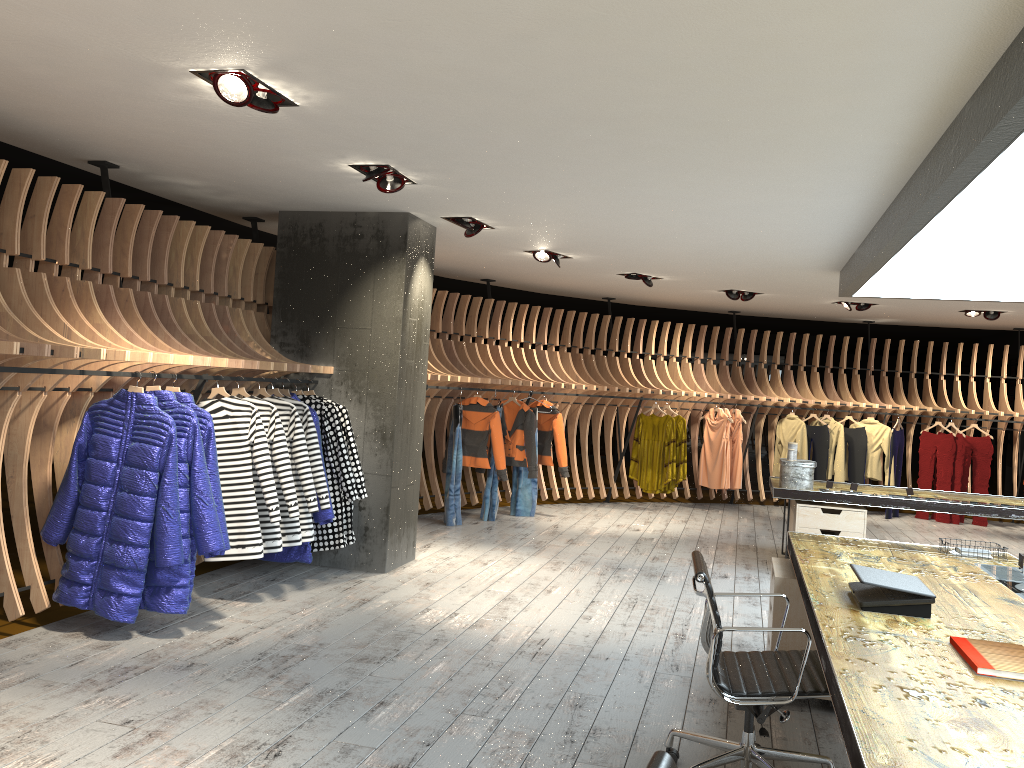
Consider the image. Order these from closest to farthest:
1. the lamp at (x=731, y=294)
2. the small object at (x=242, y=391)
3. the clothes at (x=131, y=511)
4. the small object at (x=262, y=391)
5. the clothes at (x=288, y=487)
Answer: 1. the clothes at (x=131, y=511)
2. the clothes at (x=288, y=487)
3. the small object at (x=242, y=391)
4. the small object at (x=262, y=391)
5. the lamp at (x=731, y=294)

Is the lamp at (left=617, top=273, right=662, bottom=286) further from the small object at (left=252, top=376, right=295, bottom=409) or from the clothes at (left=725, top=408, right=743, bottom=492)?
the small object at (left=252, top=376, right=295, bottom=409)

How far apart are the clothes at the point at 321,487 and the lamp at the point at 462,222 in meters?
1.9 m

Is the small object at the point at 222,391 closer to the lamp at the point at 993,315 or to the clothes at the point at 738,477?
the clothes at the point at 738,477

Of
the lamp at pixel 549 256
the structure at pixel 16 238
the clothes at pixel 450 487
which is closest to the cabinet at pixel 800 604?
the structure at pixel 16 238

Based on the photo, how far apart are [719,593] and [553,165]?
2.6m

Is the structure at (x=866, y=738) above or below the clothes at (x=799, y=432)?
below

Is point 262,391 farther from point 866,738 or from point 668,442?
point 668,442

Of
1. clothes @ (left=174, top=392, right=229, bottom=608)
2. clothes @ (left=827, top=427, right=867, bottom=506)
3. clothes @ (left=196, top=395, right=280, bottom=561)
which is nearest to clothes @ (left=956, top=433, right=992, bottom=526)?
clothes @ (left=827, top=427, right=867, bottom=506)

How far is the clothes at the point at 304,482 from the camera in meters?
6.0
